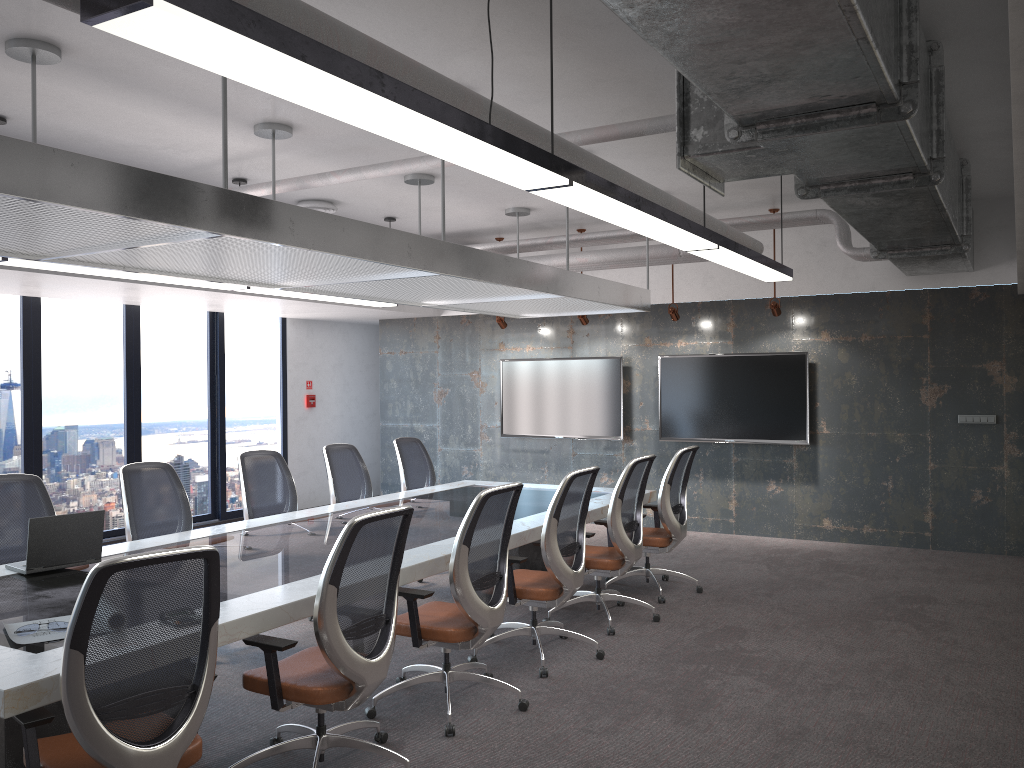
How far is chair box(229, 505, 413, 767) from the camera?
3.45m

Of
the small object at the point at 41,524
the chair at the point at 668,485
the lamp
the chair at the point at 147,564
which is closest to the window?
→ the lamp

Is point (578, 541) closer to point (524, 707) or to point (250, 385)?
point (524, 707)

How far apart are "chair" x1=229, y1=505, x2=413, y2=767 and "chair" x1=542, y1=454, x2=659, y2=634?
2.1m

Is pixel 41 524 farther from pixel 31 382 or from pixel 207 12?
pixel 31 382

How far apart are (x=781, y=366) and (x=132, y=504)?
6.40m

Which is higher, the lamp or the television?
the lamp

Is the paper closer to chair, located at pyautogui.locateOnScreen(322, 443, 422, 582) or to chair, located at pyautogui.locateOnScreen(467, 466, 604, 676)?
chair, located at pyautogui.locateOnScreen(467, 466, 604, 676)

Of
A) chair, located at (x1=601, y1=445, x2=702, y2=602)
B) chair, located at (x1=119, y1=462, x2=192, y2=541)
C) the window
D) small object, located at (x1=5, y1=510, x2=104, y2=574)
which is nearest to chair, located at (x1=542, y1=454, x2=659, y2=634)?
chair, located at (x1=601, y1=445, x2=702, y2=602)

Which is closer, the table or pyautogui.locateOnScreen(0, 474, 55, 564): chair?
the table
